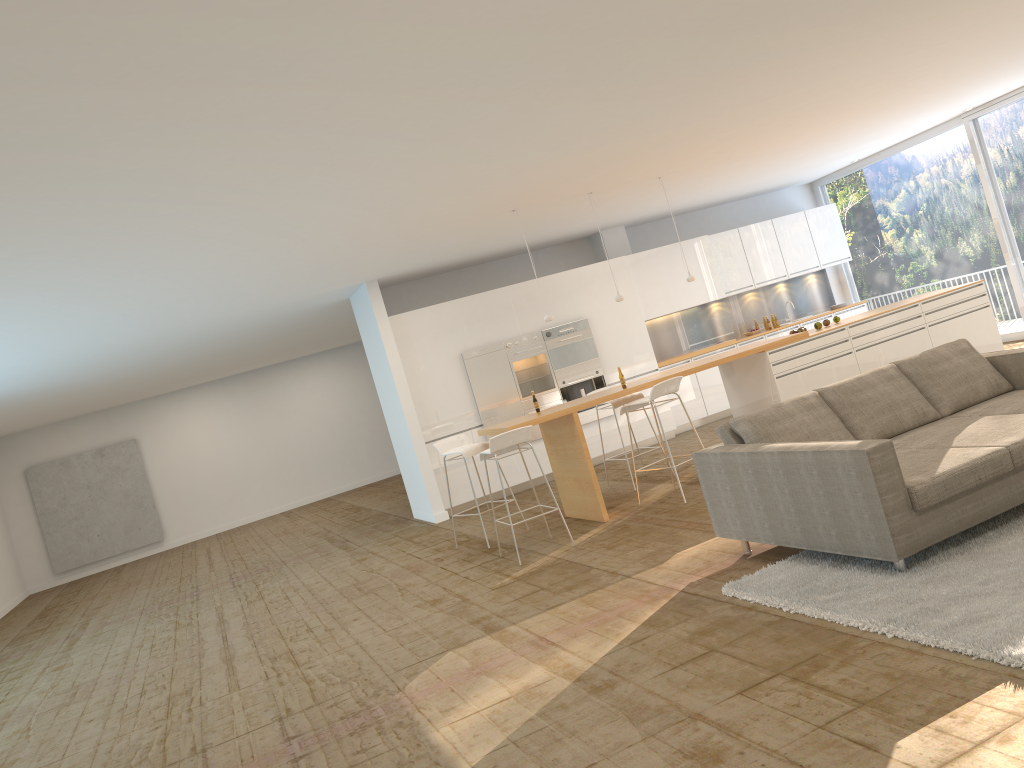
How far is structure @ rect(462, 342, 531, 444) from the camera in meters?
11.0

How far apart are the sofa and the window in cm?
620

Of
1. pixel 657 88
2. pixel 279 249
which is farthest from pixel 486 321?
pixel 657 88

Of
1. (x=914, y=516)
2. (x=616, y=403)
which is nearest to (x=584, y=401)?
(x=616, y=403)

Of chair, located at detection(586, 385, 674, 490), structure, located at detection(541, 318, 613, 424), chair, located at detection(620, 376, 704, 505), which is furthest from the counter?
structure, located at detection(541, 318, 613, 424)

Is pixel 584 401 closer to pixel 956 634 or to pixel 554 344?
pixel 554 344

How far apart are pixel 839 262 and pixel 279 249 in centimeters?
917cm

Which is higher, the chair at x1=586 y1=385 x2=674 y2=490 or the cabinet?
the cabinet

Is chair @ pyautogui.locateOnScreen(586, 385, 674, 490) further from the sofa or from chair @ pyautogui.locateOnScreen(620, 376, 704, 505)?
the sofa

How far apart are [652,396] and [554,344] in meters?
3.9
